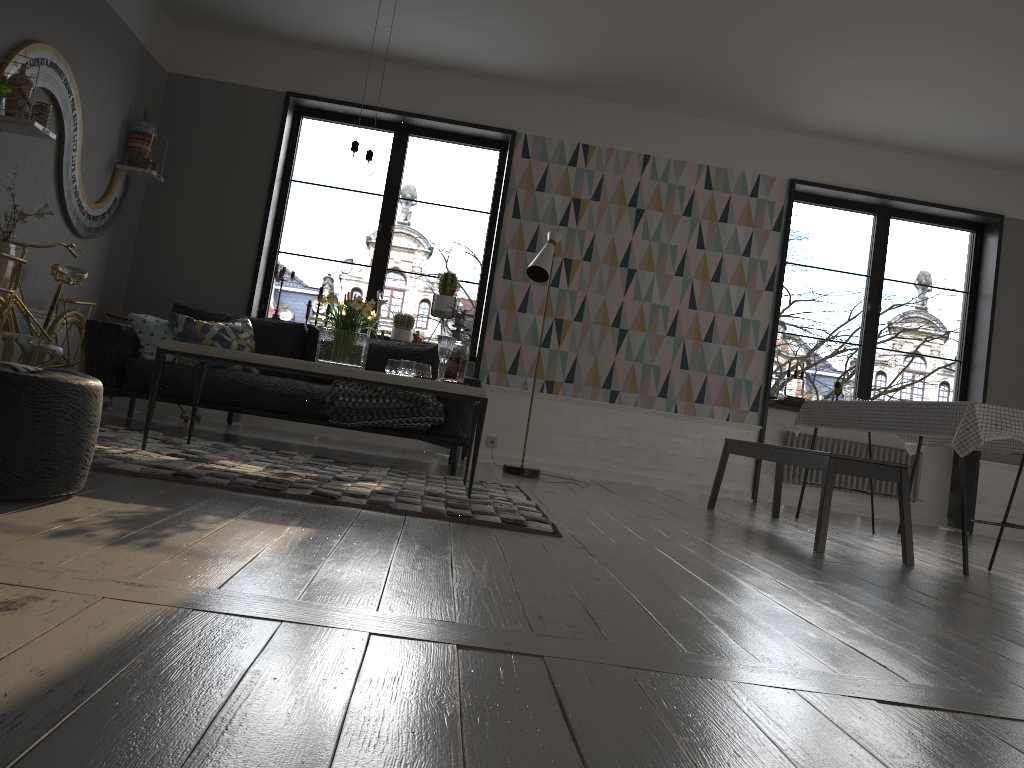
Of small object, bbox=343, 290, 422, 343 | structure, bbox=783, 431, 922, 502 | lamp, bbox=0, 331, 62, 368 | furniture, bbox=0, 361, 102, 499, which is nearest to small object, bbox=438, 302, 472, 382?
lamp, bbox=0, 331, 62, 368

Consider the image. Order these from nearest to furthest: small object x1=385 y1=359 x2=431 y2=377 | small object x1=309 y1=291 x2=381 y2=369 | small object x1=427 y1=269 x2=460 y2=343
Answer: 1. small object x1=309 y1=291 x2=381 y2=369
2. small object x1=385 y1=359 x2=431 y2=377
3. small object x1=427 y1=269 x2=460 y2=343

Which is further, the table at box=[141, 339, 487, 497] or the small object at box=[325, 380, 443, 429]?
the small object at box=[325, 380, 443, 429]

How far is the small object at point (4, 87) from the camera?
3.8m

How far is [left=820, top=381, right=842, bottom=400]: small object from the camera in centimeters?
719cm

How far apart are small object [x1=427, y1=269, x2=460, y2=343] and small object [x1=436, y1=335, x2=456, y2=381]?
2.5 meters

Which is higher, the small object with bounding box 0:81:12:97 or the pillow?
the small object with bounding box 0:81:12:97

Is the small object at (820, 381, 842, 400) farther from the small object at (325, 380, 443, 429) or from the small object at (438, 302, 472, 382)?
the small object at (438, 302, 472, 382)

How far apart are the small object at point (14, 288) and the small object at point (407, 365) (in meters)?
1.96

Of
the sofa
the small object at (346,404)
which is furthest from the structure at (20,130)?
the small object at (346,404)
